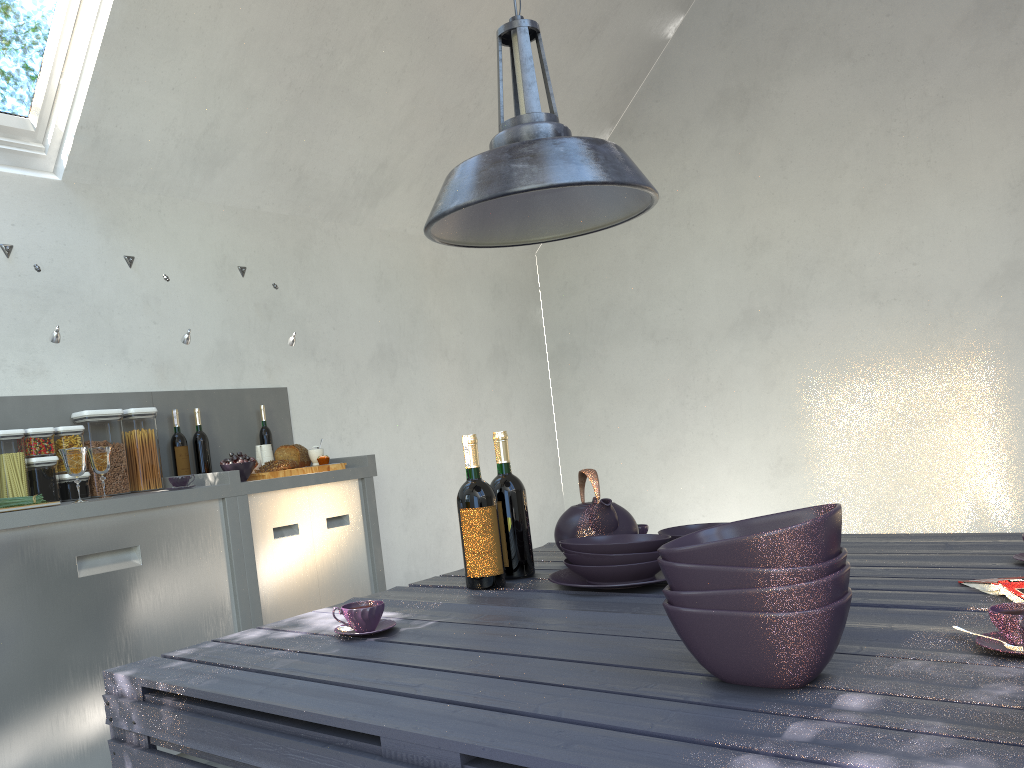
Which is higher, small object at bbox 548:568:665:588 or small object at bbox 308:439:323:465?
small object at bbox 308:439:323:465

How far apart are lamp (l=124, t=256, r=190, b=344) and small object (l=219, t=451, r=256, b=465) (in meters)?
0.52

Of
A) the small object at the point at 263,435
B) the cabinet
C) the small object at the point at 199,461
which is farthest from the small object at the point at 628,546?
the small object at the point at 263,435

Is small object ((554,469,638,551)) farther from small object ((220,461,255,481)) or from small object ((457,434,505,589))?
small object ((220,461,255,481))

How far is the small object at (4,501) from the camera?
2.80m

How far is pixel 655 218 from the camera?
5.8 meters

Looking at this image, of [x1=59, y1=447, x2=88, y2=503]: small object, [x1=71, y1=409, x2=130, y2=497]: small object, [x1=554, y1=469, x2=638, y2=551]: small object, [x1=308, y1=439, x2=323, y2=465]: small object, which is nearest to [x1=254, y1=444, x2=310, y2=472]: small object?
[x1=308, y1=439, x2=323, y2=465]: small object

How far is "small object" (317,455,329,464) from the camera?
3.8m

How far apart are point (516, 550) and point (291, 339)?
2.28m

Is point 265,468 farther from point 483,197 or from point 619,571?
point 483,197
